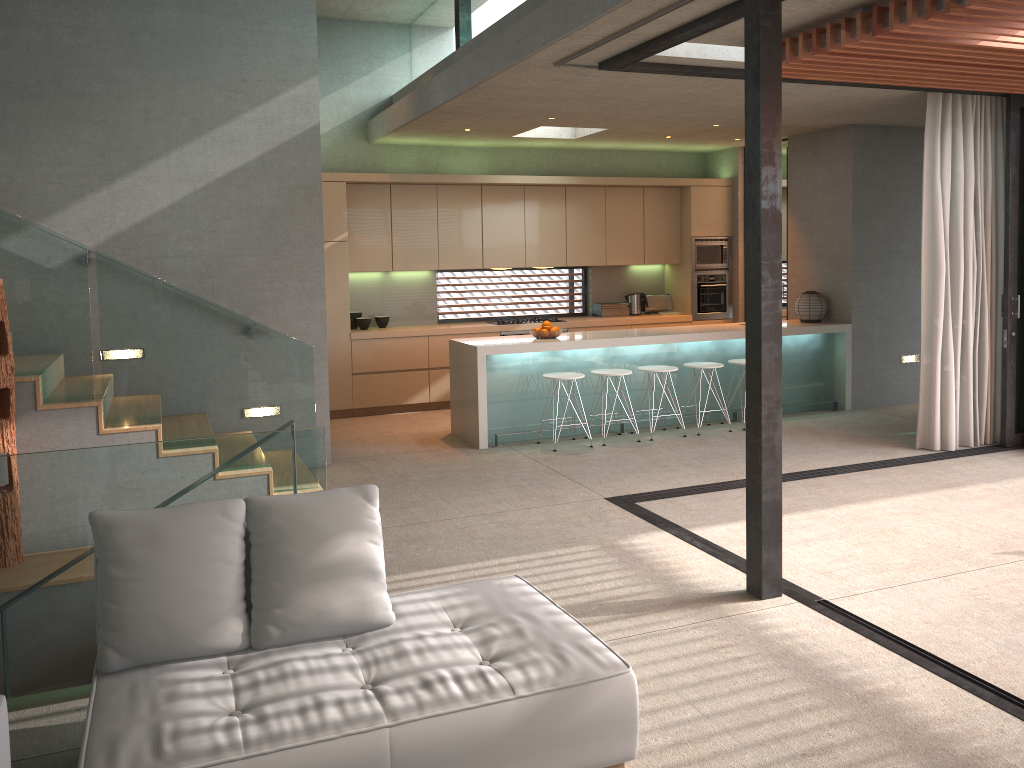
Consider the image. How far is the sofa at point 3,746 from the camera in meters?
2.3 m

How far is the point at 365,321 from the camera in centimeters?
956cm

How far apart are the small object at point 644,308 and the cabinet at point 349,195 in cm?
7

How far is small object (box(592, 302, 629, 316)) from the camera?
10.76m

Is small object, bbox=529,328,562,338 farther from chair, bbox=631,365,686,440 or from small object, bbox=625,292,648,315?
small object, bbox=625,292,648,315

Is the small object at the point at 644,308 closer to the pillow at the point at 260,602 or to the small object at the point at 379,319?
the small object at the point at 379,319

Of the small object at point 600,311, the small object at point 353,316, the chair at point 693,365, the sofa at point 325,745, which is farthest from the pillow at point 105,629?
the small object at point 600,311

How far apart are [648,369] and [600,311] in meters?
2.7 m

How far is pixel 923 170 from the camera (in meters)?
7.13

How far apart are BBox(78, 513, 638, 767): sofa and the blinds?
5.1m
